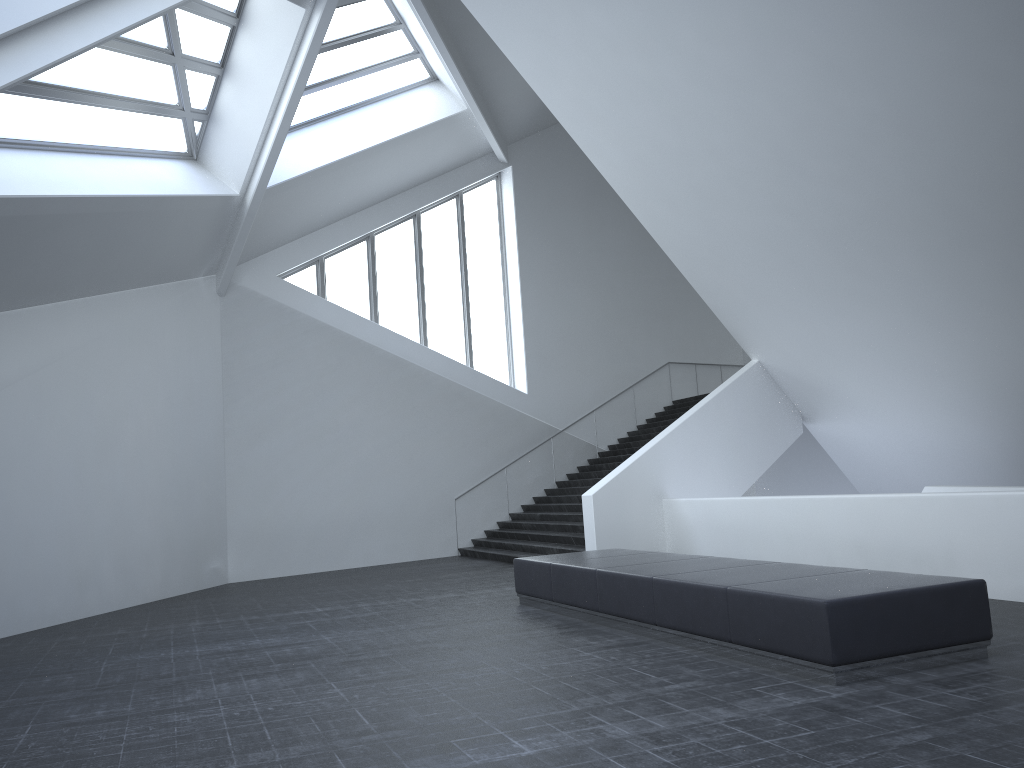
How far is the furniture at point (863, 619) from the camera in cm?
608

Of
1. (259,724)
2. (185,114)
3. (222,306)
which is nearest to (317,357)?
(222,306)

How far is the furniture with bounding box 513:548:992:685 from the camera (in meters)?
6.08
